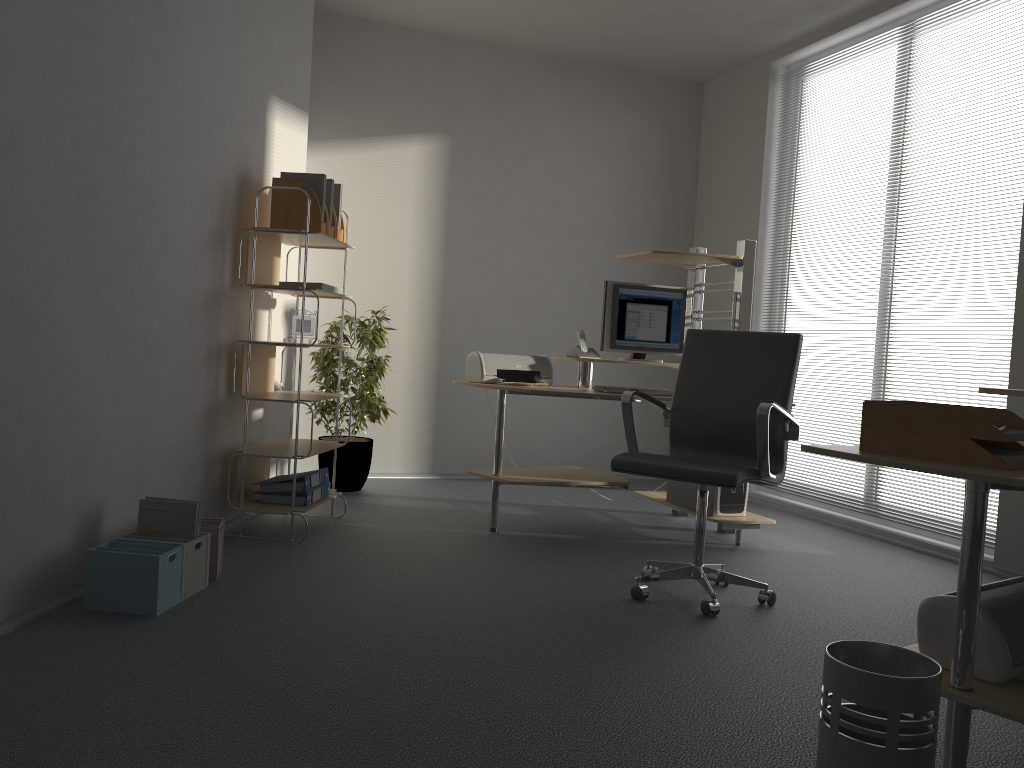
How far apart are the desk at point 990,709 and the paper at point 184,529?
2.1 meters

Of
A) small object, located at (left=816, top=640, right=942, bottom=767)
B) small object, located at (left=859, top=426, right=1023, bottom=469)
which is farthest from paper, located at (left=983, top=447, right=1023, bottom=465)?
small object, located at (left=816, top=640, right=942, bottom=767)

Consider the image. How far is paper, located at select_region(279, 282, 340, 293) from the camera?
4.2m

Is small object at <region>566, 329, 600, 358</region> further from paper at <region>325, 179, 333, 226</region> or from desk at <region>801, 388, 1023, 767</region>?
desk at <region>801, 388, 1023, 767</region>

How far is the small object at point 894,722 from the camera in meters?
1.6

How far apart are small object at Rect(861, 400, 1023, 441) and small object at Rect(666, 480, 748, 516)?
2.3m

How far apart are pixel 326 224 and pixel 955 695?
3.3 meters

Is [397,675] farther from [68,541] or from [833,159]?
[833,159]

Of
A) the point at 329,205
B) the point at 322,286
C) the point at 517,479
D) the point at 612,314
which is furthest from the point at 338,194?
the point at 517,479

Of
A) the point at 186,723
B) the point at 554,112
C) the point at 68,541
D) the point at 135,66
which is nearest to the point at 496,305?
the point at 554,112
